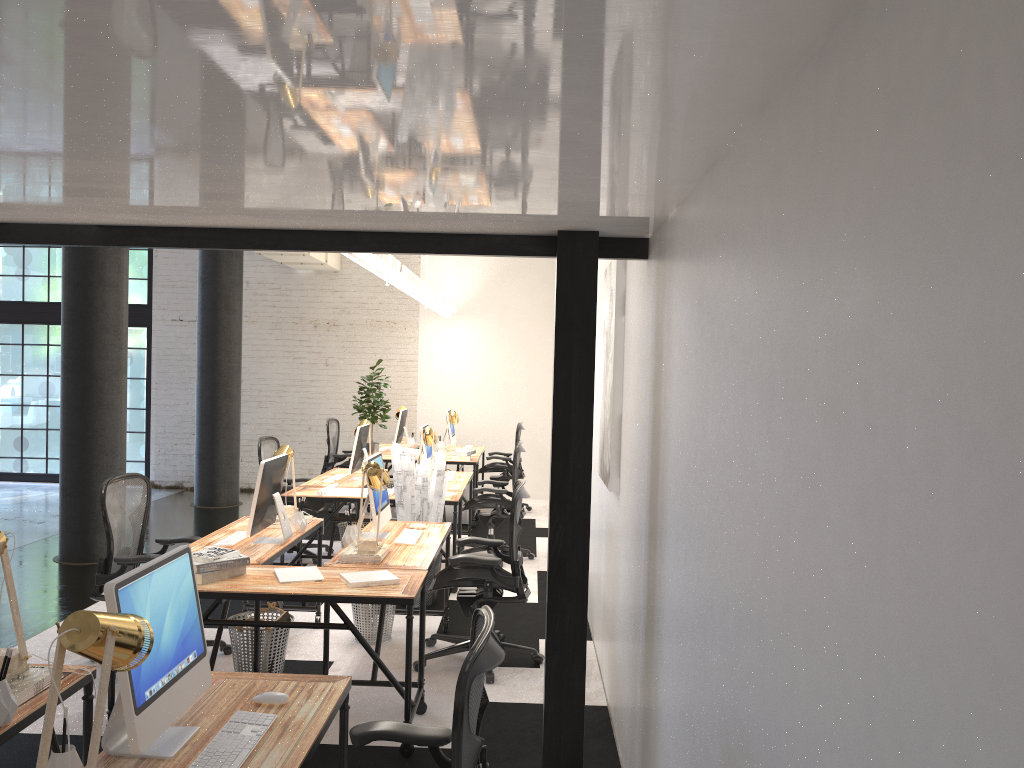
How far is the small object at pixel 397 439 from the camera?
10.4m

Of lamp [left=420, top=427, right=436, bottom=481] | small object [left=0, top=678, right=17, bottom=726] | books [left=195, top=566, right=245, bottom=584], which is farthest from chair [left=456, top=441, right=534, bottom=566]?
small object [left=0, top=678, right=17, bottom=726]

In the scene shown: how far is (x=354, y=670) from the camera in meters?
5.0

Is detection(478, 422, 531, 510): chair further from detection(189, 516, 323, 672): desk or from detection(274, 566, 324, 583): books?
detection(274, 566, 324, 583): books

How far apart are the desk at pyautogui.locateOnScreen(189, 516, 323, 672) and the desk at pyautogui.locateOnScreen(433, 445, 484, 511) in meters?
4.7

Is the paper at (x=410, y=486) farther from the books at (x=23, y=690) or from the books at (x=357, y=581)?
the books at (x=23, y=690)

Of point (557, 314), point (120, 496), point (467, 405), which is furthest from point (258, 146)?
point (467, 405)

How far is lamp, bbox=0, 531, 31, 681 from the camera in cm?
264

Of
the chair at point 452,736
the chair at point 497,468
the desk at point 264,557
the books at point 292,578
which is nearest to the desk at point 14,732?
the chair at point 452,736

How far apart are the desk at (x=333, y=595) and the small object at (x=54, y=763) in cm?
189
